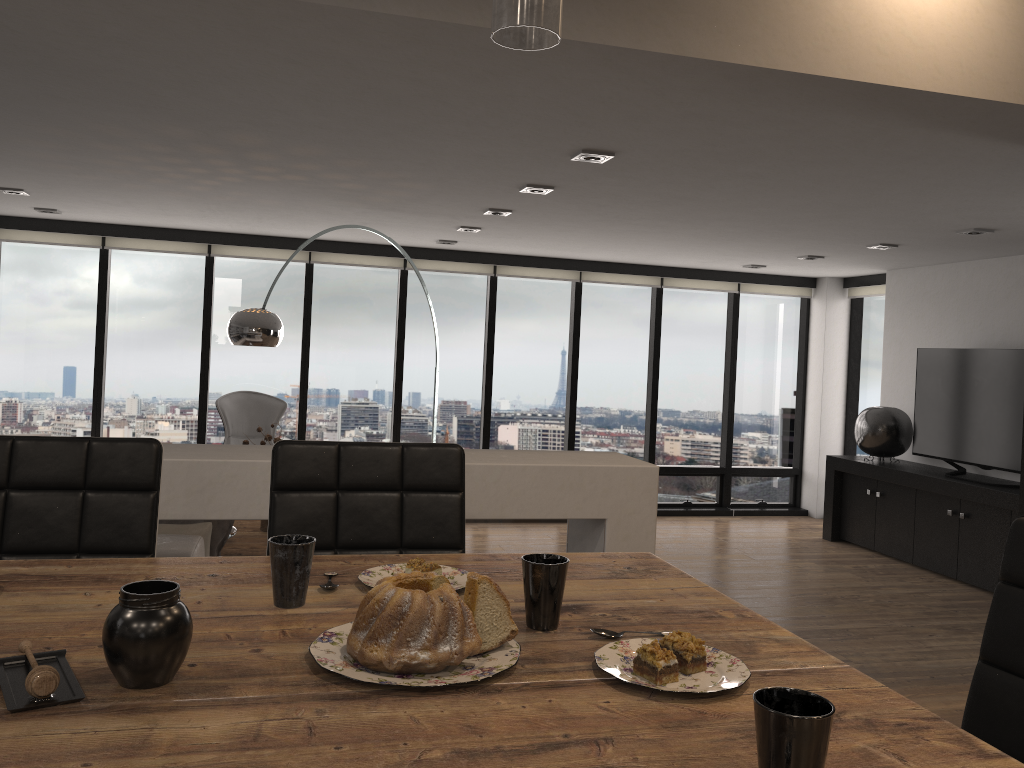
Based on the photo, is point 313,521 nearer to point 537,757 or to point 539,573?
point 539,573

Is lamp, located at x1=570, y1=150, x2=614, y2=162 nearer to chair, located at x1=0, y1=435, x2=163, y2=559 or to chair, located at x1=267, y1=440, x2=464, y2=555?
chair, located at x1=267, y1=440, x2=464, y2=555

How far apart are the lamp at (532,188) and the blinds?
3.3m

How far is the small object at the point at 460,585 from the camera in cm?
139

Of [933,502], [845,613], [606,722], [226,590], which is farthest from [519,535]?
[933,502]

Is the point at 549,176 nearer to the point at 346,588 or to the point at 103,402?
the point at 346,588

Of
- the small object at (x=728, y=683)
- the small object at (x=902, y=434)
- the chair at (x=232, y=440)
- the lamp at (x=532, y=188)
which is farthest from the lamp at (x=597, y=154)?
the small object at (x=902, y=434)

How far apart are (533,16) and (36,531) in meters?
1.4

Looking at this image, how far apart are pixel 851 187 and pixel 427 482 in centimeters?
333cm

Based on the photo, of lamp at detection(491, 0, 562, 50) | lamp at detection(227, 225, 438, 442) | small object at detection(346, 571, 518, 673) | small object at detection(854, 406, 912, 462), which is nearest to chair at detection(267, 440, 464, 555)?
small object at detection(346, 571, 518, 673)
